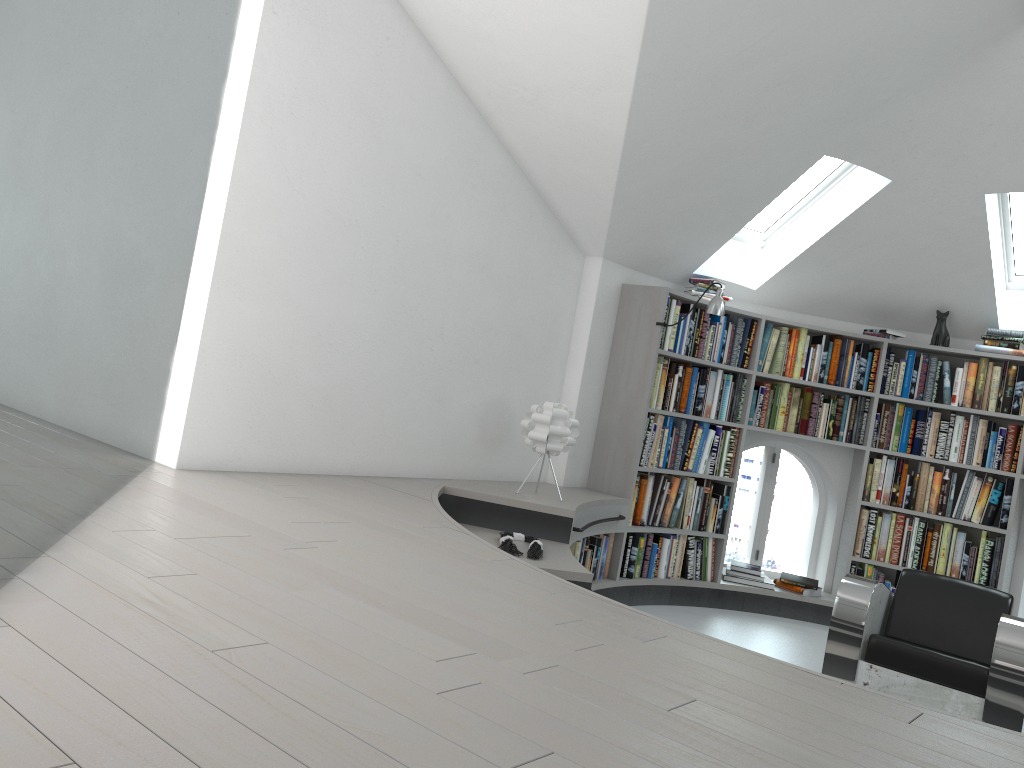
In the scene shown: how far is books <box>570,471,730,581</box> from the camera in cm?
549

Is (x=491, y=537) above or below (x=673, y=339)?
below

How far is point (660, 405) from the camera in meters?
5.8

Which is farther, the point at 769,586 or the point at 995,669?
the point at 769,586

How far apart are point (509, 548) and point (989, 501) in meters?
3.7 m

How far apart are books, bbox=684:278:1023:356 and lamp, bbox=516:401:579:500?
1.5 meters

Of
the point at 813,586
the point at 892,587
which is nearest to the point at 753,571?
the point at 813,586

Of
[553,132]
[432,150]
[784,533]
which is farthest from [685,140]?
[784,533]

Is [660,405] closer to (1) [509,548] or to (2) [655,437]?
(2) [655,437]

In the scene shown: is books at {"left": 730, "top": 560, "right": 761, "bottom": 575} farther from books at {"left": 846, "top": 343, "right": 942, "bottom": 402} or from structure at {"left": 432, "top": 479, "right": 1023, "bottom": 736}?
books at {"left": 846, "top": 343, "right": 942, "bottom": 402}
